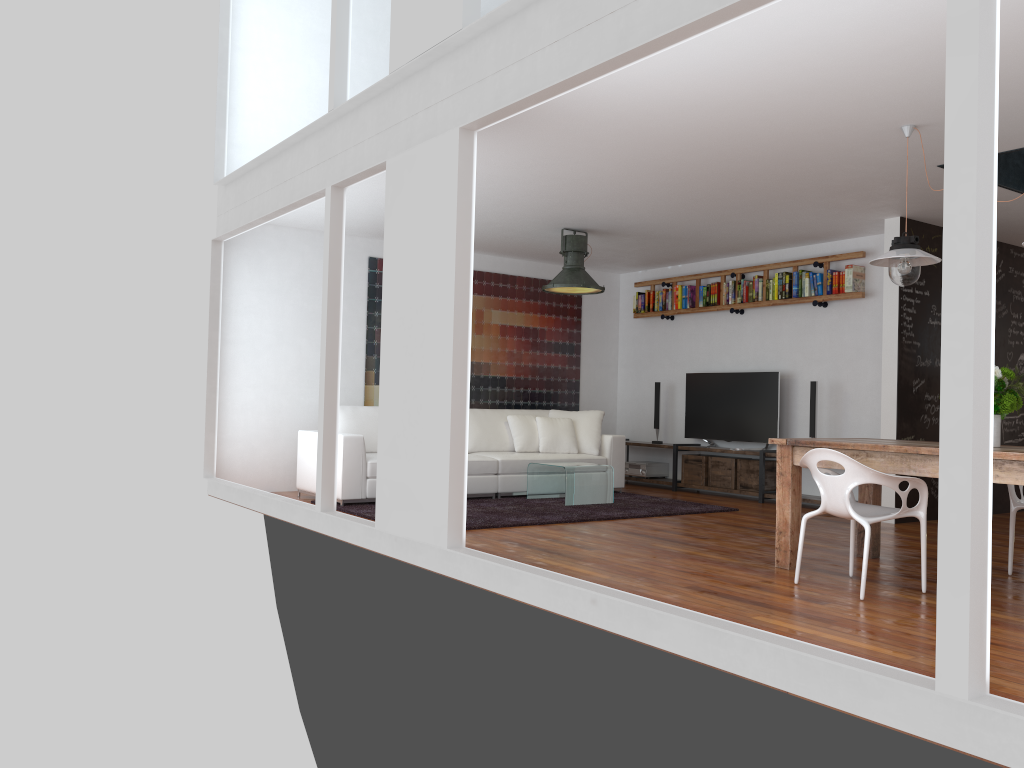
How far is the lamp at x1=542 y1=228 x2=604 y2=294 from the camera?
7.9 meters

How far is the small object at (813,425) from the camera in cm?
817

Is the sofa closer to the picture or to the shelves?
the picture

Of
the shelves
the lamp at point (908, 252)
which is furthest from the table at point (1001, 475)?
the shelves

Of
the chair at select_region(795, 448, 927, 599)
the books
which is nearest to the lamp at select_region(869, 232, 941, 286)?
the chair at select_region(795, 448, 927, 599)

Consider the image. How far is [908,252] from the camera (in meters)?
4.83

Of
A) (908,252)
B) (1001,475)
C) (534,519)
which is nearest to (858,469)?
(1001,475)

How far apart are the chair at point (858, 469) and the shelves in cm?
342

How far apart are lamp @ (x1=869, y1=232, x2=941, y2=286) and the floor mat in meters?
2.9

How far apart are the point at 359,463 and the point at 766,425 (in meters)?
4.03
